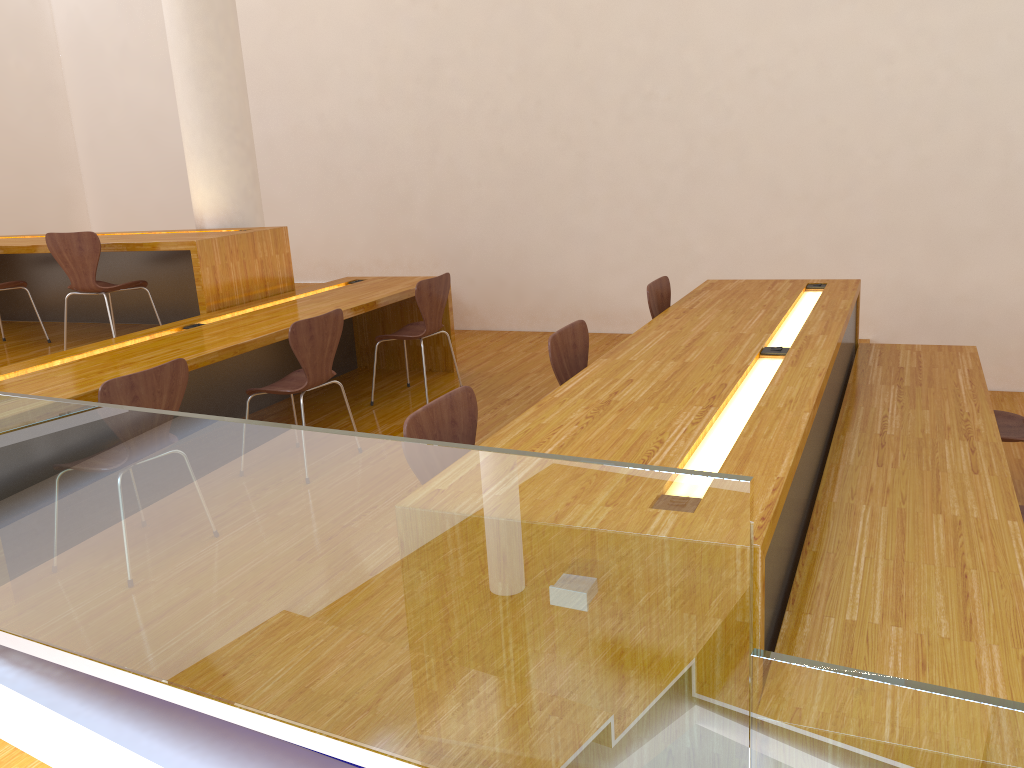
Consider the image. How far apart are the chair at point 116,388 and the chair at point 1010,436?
3.2 meters

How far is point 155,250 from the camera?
4.7m

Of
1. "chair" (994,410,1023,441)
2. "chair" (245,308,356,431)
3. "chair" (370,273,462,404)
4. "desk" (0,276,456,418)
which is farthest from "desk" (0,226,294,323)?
"chair" (994,410,1023,441)

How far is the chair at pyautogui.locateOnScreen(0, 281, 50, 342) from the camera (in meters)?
5.19

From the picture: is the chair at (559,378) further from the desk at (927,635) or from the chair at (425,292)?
the chair at (425,292)

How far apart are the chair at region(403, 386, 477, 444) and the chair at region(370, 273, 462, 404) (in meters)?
2.28

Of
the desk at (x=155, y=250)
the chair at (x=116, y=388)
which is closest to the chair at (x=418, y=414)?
the chair at (x=116, y=388)

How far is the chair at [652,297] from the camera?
4.08m

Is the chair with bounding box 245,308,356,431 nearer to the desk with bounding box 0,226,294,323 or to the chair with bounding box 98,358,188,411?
the chair with bounding box 98,358,188,411

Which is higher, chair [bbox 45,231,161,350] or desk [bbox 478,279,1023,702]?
chair [bbox 45,231,161,350]
